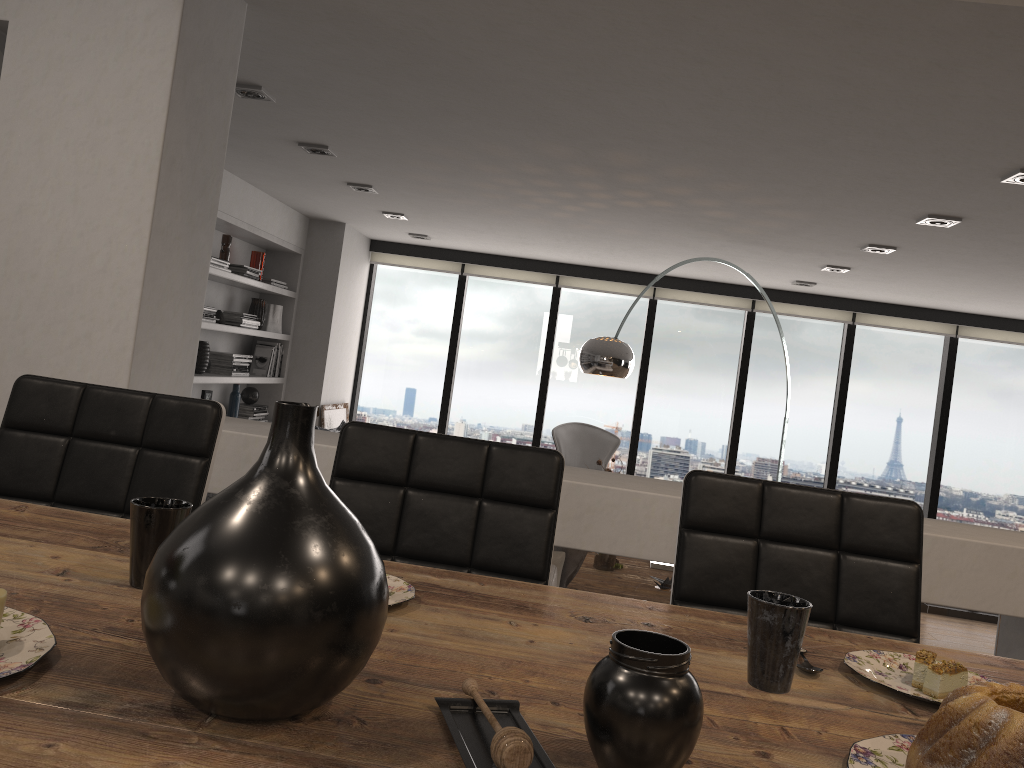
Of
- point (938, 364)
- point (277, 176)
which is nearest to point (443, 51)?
point (277, 176)

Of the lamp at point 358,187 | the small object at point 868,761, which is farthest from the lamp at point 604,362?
the small object at point 868,761

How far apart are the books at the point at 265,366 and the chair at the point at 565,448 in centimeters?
223cm

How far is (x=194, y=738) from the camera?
0.65m

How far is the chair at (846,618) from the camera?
1.56m

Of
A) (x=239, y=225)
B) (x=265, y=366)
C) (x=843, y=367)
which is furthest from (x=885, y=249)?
(x=265, y=366)

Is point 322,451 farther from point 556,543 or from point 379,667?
point 379,667

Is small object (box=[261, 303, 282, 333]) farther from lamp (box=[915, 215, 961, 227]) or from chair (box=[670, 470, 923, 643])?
chair (box=[670, 470, 923, 643])

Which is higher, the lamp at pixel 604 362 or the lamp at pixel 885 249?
the lamp at pixel 885 249

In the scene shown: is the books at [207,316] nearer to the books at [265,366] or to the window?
the books at [265,366]
